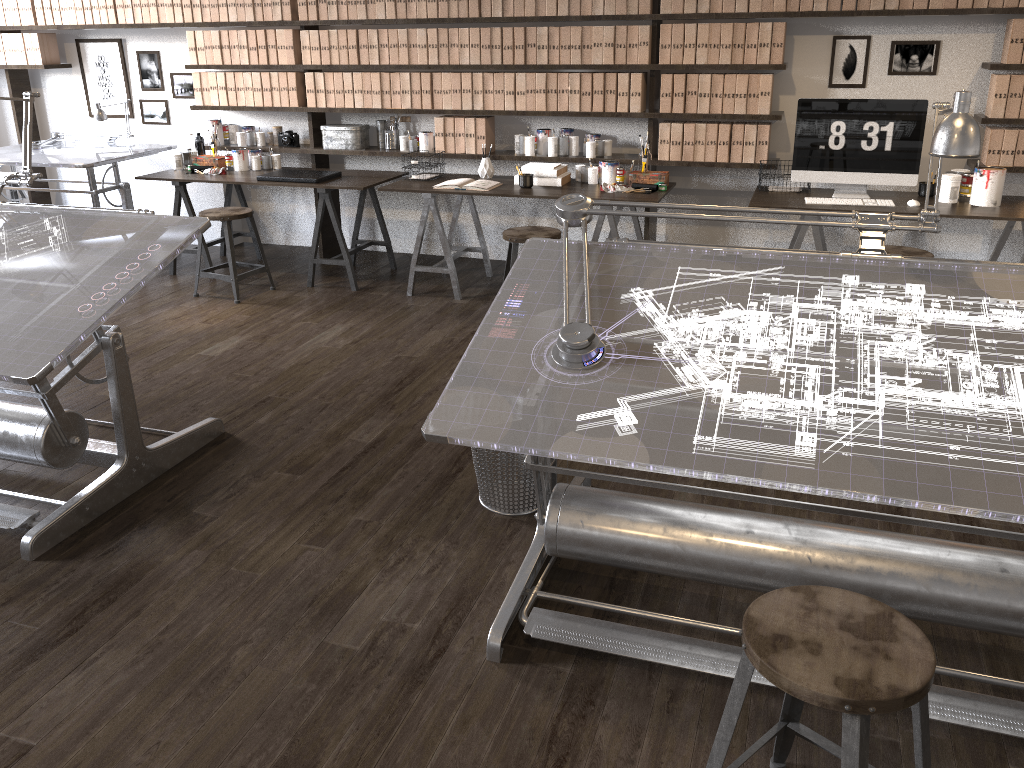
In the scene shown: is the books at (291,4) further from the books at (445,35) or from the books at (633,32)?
the books at (633,32)

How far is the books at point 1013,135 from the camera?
4.6m

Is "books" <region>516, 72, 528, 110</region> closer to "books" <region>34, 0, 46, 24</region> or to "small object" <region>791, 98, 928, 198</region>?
"small object" <region>791, 98, 928, 198</region>

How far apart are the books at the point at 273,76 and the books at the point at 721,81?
2.9m

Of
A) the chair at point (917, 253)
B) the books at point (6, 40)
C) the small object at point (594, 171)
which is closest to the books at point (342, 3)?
the small object at point (594, 171)

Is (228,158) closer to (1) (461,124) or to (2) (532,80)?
(1) (461,124)

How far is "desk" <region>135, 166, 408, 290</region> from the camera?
5.4 meters

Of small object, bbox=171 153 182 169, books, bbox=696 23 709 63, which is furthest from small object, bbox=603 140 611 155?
small object, bbox=171 153 182 169

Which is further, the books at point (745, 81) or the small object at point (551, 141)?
the small object at point (551, 141)

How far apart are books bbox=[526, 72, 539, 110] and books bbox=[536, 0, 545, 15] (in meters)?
0.35
